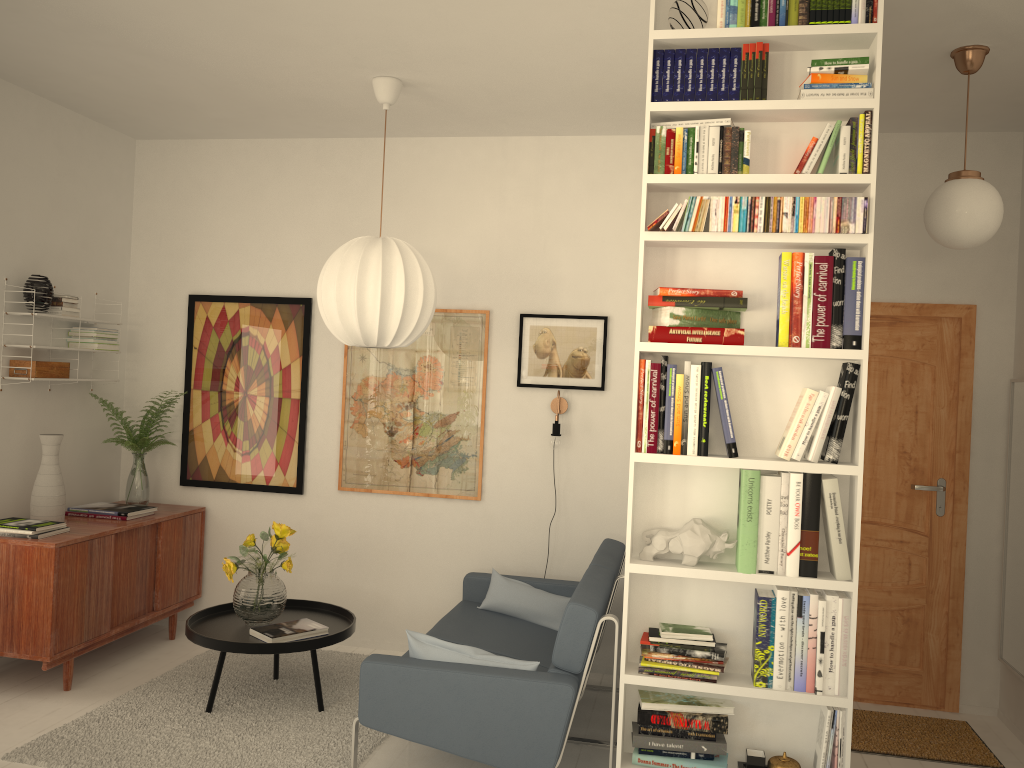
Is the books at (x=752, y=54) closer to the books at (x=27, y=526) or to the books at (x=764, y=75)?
the books at (x=764, y=75)

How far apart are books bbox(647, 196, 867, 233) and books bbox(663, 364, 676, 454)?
0.44m

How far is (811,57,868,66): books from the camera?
2.7 meters

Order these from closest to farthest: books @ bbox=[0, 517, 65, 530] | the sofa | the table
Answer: the sofa
the table
books @ bbox=[0, 517, 65, 530]

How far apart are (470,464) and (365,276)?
1.47m

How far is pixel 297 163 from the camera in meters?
5.1

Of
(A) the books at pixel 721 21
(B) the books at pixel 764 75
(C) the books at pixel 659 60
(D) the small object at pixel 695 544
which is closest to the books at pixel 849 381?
(D) the small object at pixel 695 544

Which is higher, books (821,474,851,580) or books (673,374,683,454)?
books (673,374,683,454)

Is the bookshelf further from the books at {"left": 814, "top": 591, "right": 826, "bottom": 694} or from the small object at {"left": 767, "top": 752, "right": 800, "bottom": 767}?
the small object at {"left": 767, "top": 752, "right": 800, "bottom": 767}

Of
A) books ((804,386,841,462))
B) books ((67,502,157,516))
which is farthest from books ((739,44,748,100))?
books ((67,502,157,516))
